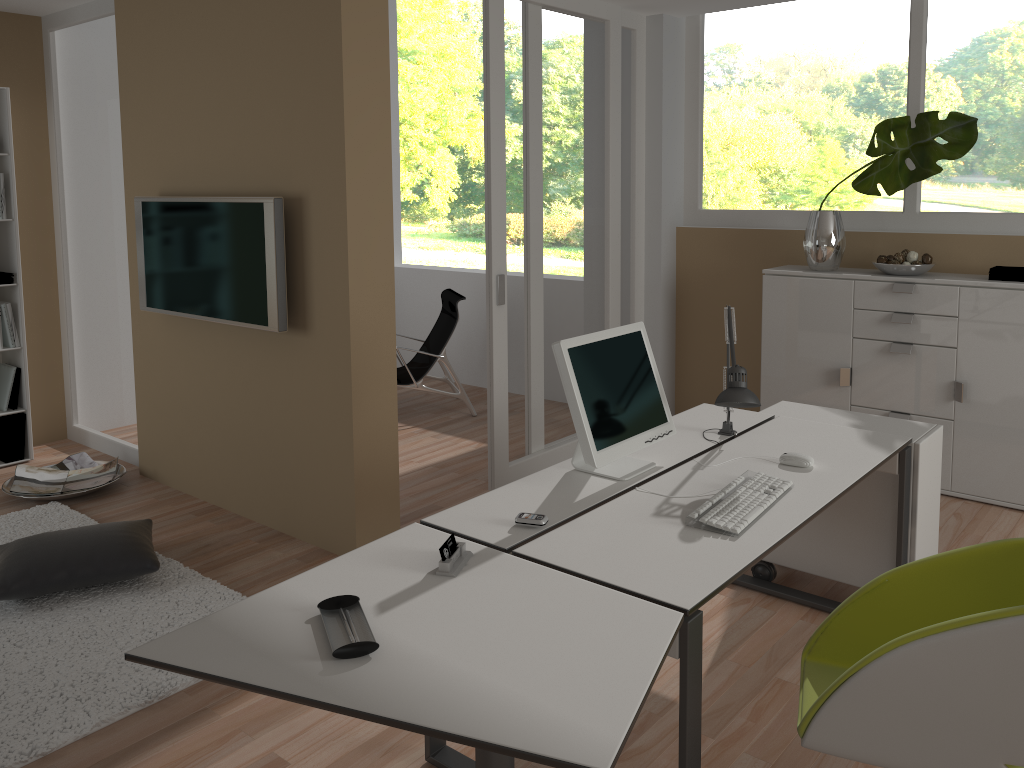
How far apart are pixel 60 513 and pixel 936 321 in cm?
442

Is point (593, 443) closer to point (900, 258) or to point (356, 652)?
point (356, 652)

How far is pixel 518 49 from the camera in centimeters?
438cm

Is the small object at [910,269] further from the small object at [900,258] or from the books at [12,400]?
the books at [12,400]

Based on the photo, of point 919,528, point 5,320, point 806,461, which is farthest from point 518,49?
point 5,320

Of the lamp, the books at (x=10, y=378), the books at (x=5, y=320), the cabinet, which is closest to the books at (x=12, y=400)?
the books at (x=10, y=378)

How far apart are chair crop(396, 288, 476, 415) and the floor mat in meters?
2.3 m

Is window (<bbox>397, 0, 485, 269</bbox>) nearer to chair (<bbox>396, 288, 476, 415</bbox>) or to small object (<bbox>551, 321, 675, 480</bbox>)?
chair (<bbox>396, 288, 476, 415</bbox>)

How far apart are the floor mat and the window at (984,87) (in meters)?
3.64

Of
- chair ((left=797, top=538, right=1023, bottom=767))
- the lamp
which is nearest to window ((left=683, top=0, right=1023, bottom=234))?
the lamp
